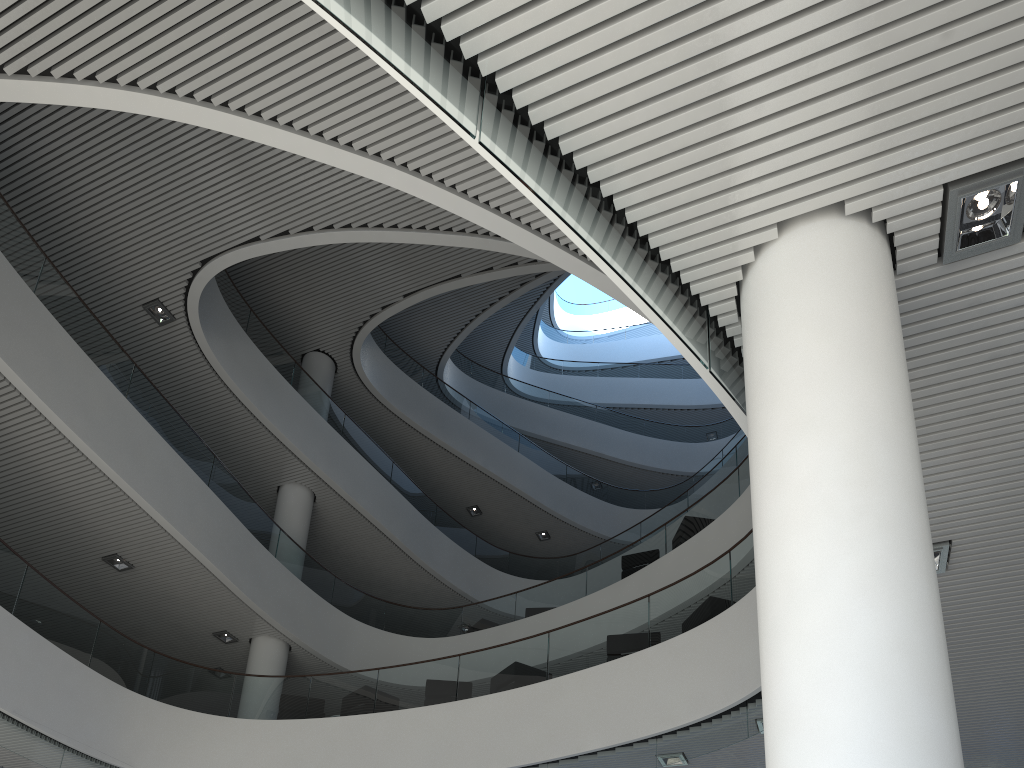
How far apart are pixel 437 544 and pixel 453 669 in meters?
5.0
